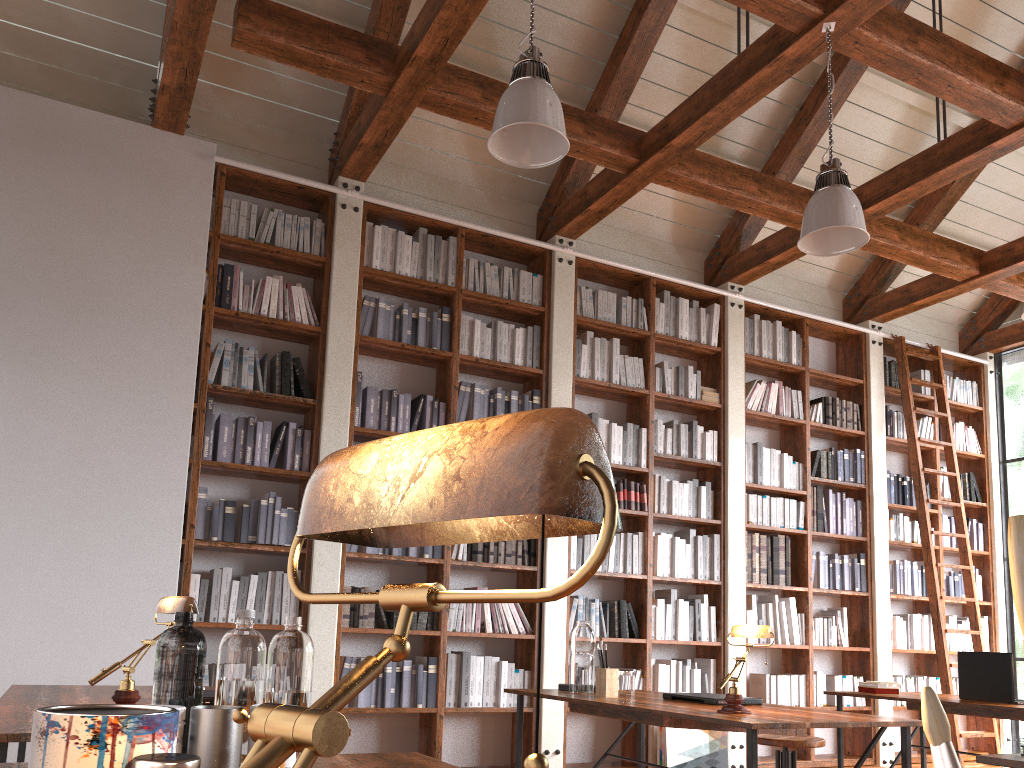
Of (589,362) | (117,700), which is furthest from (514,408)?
(117,700)

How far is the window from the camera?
7.39m

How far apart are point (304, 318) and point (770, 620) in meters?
3.9 m

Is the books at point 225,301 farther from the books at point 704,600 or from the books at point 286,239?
the books at point 704,600

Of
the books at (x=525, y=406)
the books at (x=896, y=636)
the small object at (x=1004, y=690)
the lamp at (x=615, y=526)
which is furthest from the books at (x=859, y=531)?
the lamp at (x=615, y=526)

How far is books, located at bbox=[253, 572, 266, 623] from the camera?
4.7 meters

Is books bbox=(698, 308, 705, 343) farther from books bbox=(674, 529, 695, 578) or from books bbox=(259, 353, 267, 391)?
books bbox=(259, 353, 267, 391)

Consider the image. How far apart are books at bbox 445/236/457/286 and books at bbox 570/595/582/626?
2.25m

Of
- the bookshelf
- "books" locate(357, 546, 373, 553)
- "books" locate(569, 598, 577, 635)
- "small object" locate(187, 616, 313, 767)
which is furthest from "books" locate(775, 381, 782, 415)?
"small object" locate(187, 616, 313, 767)

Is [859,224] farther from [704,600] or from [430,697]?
[430,697]
